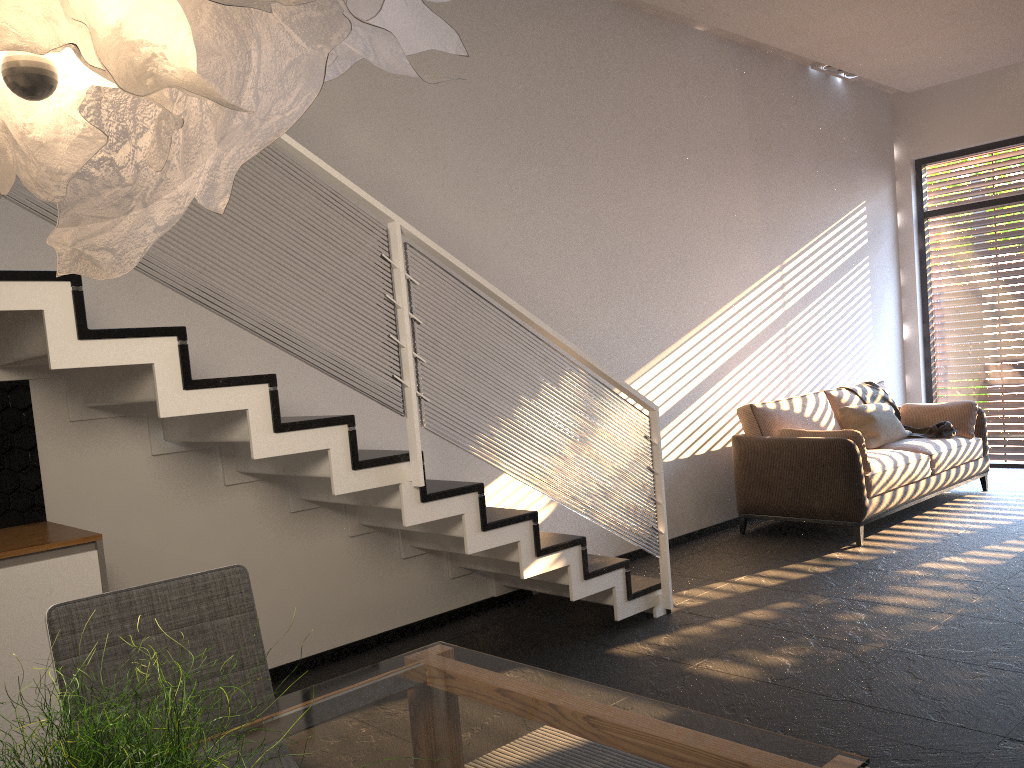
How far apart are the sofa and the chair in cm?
439

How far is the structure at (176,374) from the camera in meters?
2.8 m

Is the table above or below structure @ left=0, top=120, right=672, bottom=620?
below

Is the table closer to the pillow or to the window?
the pillow

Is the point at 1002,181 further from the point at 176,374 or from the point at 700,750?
the point at 700,750

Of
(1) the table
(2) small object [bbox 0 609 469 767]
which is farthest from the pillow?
(2) small object [bbox 0 609 469 767]

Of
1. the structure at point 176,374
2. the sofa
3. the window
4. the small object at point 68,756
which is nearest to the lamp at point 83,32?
the small object at point 68,756

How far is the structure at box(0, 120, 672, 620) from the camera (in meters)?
2.78

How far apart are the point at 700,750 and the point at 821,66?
7.2m

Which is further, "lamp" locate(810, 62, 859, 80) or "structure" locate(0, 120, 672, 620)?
"lamp" locate(810, 62, 859, 80)
